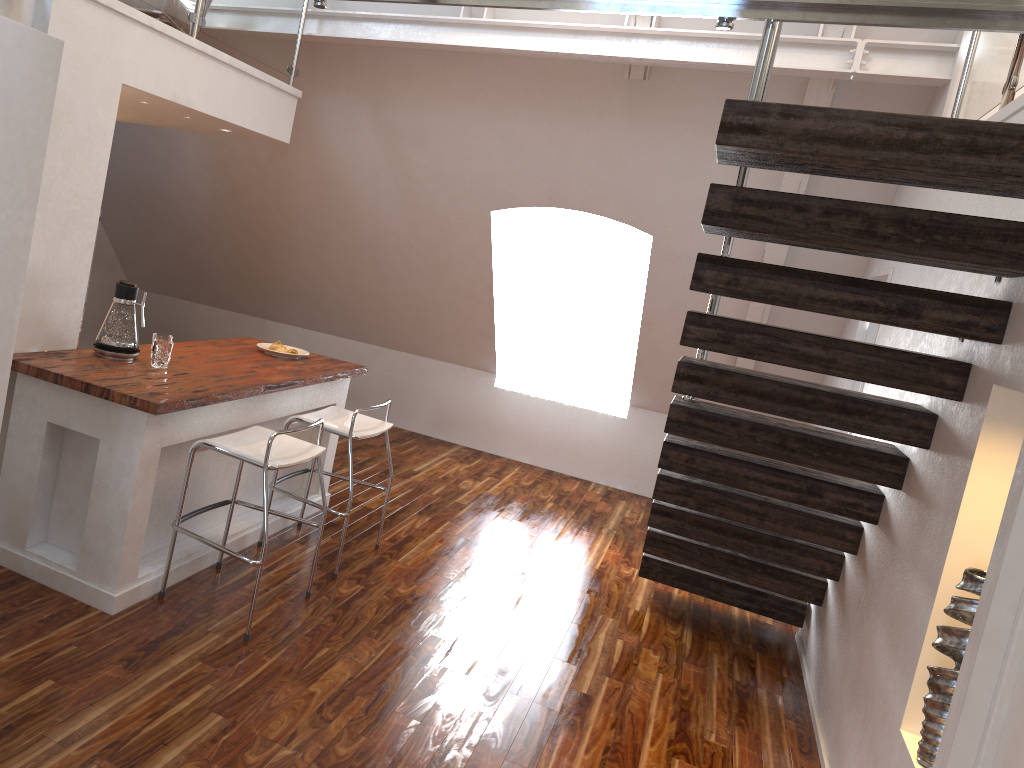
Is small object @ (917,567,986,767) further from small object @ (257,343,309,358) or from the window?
the window

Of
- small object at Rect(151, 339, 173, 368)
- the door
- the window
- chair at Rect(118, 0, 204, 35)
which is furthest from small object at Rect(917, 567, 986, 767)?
the window

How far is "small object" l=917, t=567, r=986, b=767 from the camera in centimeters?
235cm

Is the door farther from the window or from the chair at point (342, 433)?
the window

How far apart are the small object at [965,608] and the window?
4.9m

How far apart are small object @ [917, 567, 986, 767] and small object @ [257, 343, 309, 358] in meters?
3.3

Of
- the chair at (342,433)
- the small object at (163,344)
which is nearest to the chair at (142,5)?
the small object at (163,344)

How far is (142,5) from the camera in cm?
397

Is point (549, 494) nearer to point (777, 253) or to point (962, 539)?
point (777, 253)

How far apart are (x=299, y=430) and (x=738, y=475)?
1.8m
